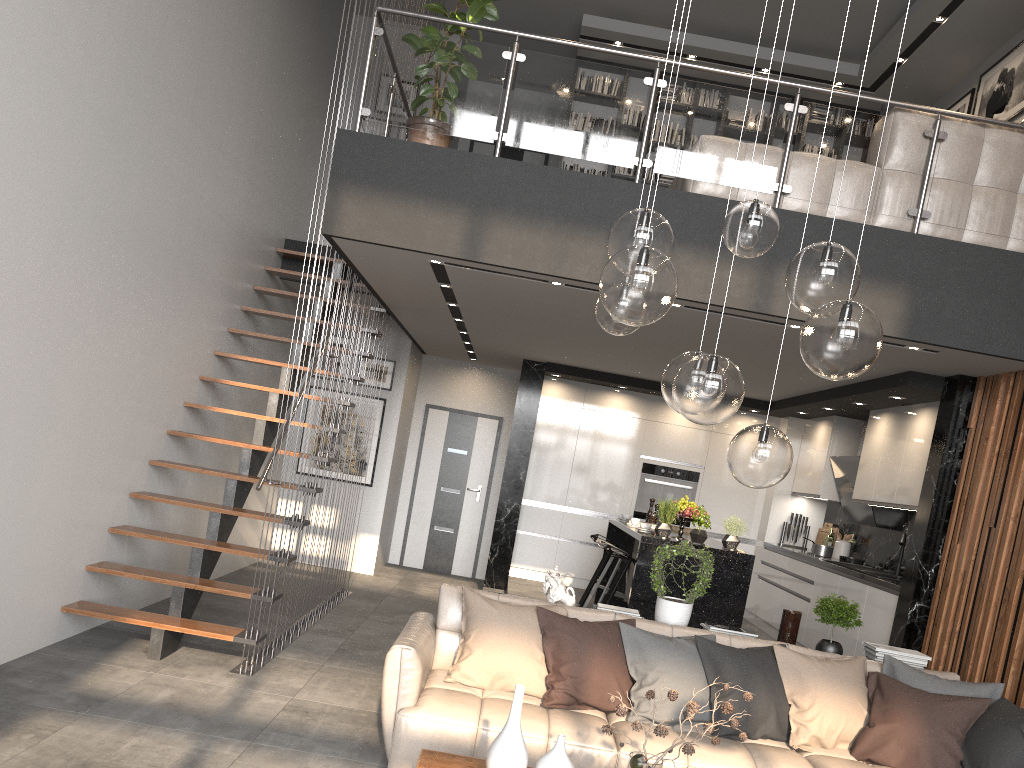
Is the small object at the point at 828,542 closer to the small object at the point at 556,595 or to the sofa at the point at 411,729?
the sofa at the point at 411,729

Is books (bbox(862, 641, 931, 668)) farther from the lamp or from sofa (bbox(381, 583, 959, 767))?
the lamp

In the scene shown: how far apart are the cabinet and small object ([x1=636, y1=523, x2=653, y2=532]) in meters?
0.1

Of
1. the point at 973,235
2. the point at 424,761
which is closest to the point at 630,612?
the point at 424,761

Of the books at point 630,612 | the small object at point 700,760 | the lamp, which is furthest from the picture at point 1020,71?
the small object at point 700,760

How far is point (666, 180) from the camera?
9.5m

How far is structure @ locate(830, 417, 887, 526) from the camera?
8.0 meters

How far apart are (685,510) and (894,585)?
1.6m

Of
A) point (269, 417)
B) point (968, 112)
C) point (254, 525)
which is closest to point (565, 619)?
point (269, 417)

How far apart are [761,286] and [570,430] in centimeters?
488cm
